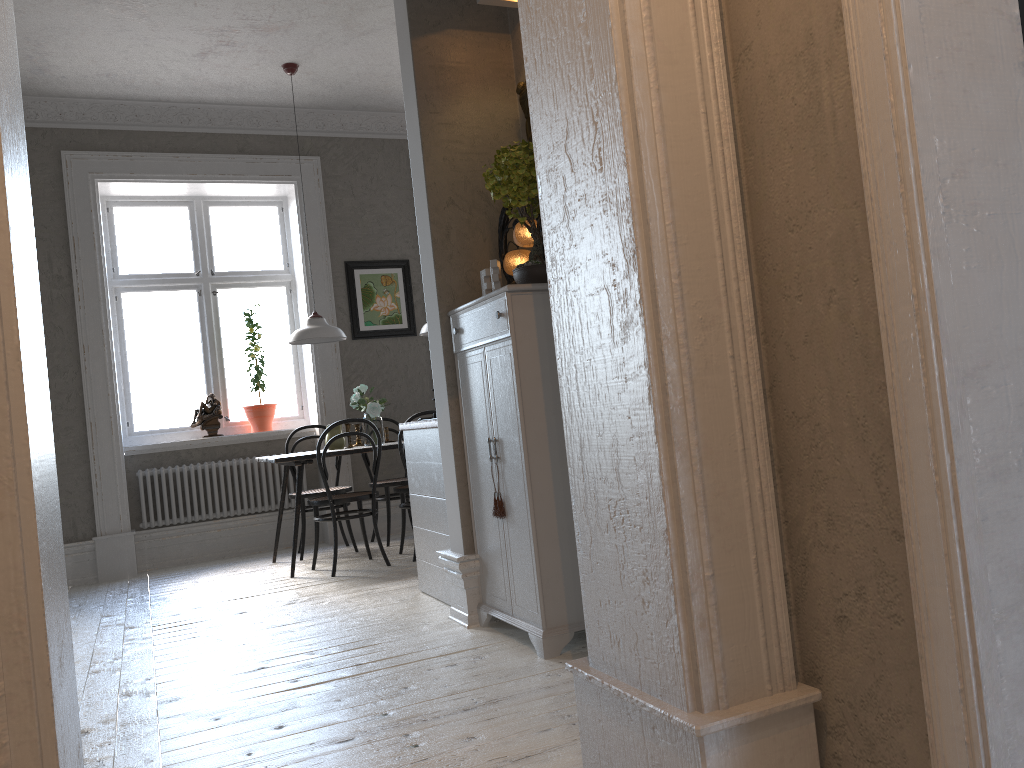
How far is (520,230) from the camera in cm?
344

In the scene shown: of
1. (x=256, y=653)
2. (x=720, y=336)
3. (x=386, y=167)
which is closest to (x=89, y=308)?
(x=386, y=167)

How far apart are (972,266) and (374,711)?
2.1m

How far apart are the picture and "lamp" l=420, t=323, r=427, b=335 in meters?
1.0 m

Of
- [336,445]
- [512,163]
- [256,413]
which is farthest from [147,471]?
[512,163]

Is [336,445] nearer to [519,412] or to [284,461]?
[284,461]

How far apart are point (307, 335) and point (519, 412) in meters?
3.0 m

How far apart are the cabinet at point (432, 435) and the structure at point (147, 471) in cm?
264

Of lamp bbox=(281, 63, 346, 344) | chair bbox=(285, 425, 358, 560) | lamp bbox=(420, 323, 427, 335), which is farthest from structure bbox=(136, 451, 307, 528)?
lamp bbox=(420, 323, 427, 335)

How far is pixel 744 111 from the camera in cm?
162
